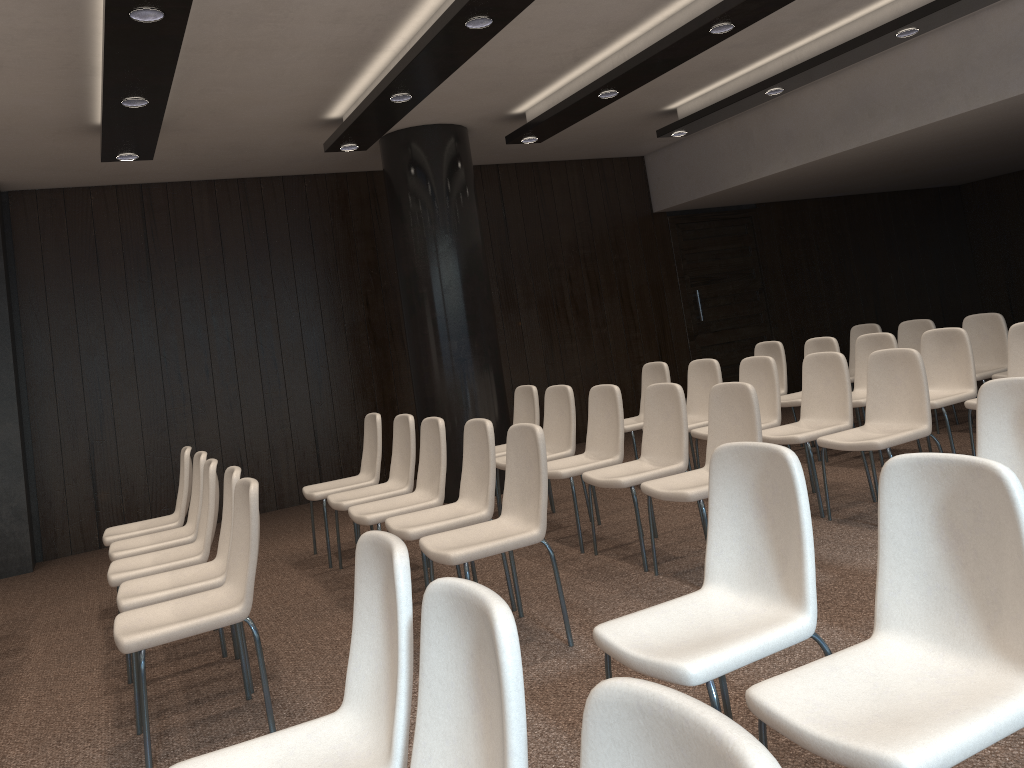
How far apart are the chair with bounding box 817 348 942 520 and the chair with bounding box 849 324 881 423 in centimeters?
312cm

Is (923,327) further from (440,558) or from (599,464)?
(440,558)

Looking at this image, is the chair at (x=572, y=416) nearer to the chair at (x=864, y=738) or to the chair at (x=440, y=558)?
Answer: the chair at (x=440, y=558)

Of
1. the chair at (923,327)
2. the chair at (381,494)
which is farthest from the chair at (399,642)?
the chair at (923,327)

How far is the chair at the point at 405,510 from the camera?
4.8m

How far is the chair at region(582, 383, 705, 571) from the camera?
4.8 meters

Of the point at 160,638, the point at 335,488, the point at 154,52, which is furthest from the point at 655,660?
the point at 335,488

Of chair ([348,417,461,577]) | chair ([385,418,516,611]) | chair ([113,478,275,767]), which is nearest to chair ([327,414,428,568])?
chair ([348,417,461,577])

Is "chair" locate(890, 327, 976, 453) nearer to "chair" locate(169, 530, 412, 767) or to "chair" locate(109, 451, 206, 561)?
"chair" locate(109, 451, 206, 561)

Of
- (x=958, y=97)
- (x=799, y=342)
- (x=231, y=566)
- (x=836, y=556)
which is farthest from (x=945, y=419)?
(x=799, y=342)
